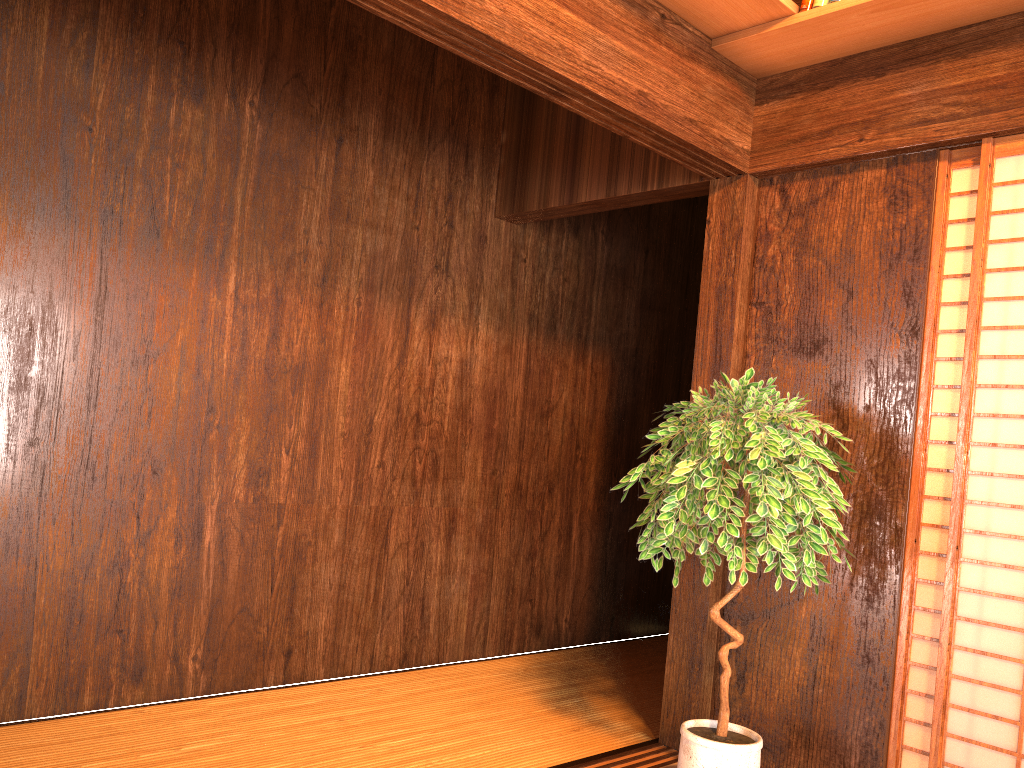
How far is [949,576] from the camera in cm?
256

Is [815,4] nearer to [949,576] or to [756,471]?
[756,471]

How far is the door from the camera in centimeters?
256cm

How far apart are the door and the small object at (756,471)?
0.3m

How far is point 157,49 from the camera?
3.0m

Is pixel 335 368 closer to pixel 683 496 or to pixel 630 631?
pixel 683 496

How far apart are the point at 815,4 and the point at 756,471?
1.5 meters

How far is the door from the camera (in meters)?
2.56

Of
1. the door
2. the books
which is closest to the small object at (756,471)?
the door

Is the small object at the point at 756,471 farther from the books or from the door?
the books
